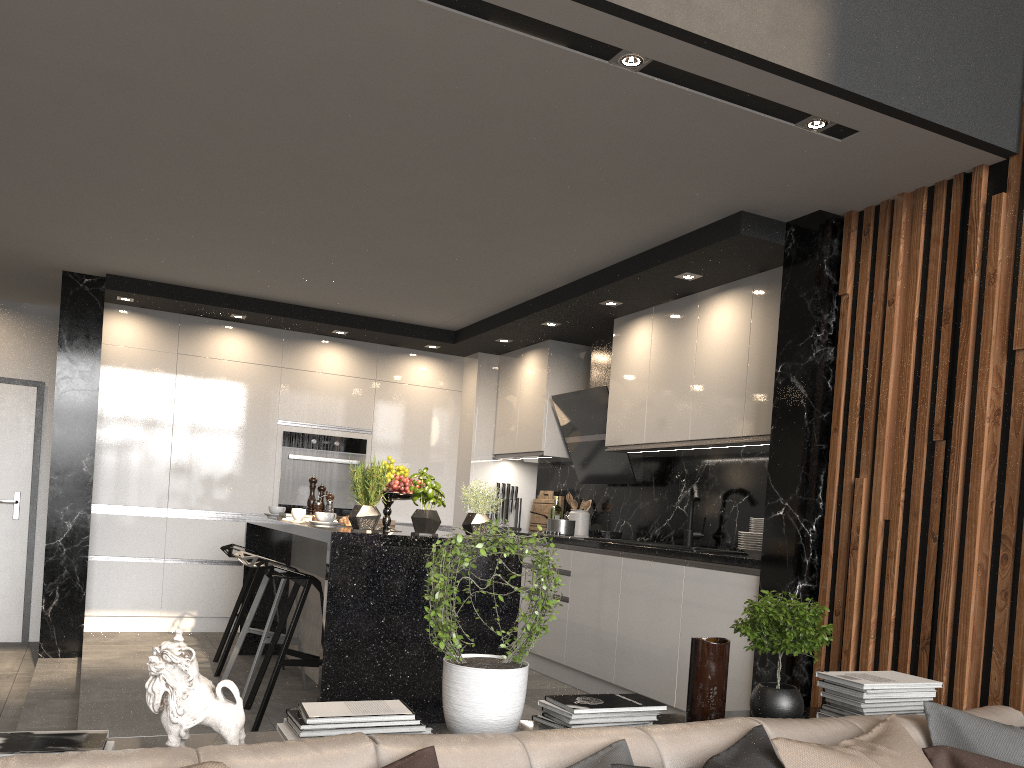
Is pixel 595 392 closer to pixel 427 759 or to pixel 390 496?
pixel 390 496

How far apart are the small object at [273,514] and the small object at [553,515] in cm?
221

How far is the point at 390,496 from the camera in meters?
4.1 m

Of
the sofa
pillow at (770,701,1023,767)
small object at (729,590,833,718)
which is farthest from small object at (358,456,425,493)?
pillow at (770,701,1023,767)

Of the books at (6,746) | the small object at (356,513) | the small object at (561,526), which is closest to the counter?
the small object at (561,526)

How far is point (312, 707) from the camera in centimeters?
197cm

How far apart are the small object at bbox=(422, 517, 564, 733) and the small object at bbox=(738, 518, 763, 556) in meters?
2.3 m

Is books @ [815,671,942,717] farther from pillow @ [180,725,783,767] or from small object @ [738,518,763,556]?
small object @ [738,518,763,556]

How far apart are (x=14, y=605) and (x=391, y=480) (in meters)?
4.30

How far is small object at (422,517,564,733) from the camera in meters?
2.0 m
